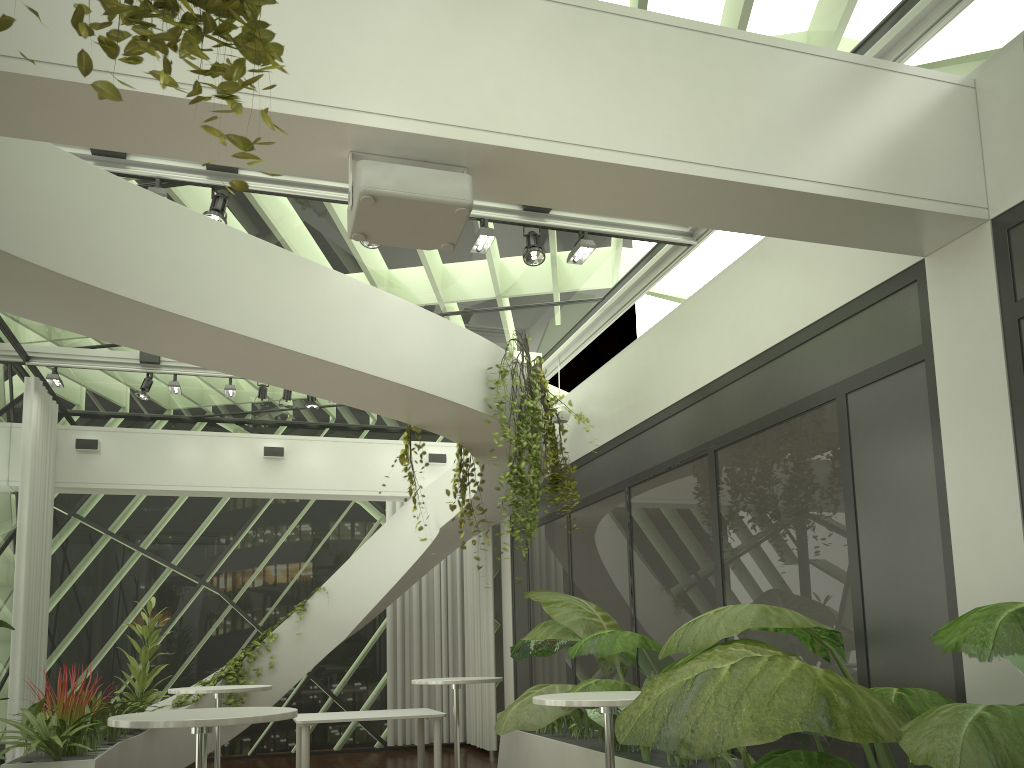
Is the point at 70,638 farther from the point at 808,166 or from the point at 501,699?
the point at 808,166

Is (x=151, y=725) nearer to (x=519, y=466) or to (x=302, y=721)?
(x=519, y=466)

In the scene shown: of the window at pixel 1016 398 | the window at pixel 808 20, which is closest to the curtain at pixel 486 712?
the window at pixel 808 20

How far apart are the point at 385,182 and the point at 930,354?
2.87m

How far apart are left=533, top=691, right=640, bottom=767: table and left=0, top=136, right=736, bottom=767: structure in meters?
1.2

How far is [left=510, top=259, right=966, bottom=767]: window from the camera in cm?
441

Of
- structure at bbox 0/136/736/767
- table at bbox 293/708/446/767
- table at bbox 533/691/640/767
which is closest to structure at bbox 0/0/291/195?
structure at bbox 0/136/736/767

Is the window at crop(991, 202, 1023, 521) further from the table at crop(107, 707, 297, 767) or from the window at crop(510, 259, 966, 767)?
the table at crop(107, 707, 297, 767)

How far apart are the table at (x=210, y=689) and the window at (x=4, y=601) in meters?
3.4

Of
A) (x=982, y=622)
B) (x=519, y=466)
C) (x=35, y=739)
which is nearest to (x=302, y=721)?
(x=35, y=739)
